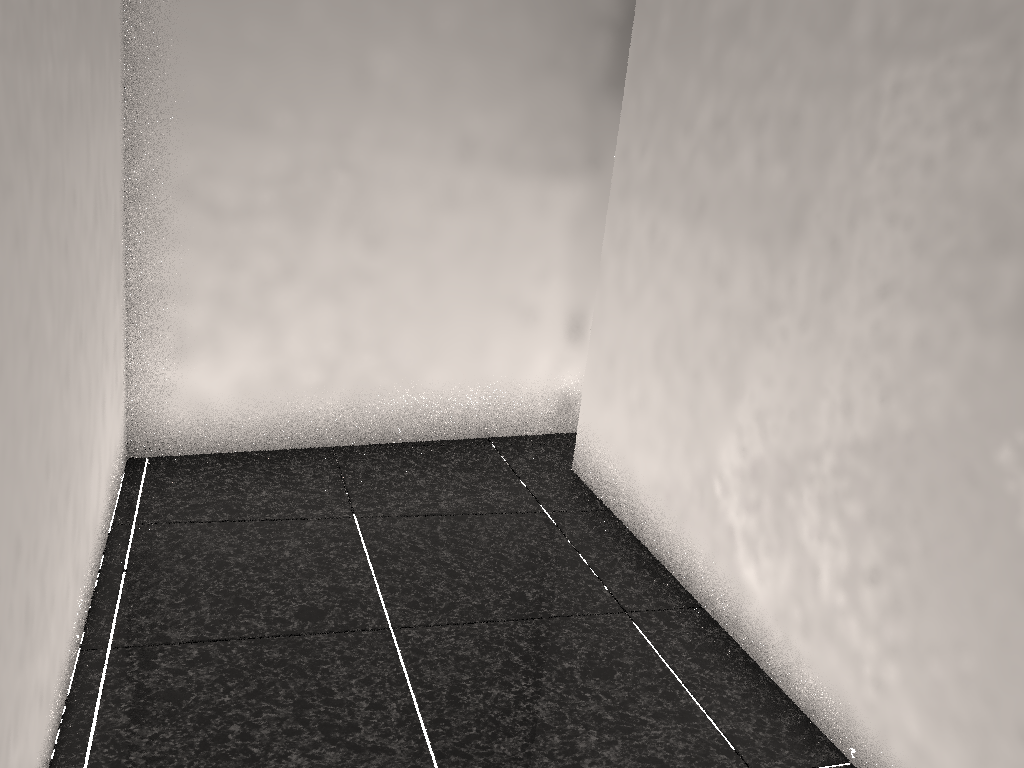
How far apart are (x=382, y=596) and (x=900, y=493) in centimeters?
121cm

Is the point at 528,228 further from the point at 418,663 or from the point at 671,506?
the point at 418,663

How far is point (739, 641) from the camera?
2.1m

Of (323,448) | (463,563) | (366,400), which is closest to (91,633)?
(463,563)

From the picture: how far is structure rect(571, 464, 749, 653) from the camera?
2.1 meters

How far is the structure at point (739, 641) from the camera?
2.14m

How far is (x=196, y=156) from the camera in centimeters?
264cm
